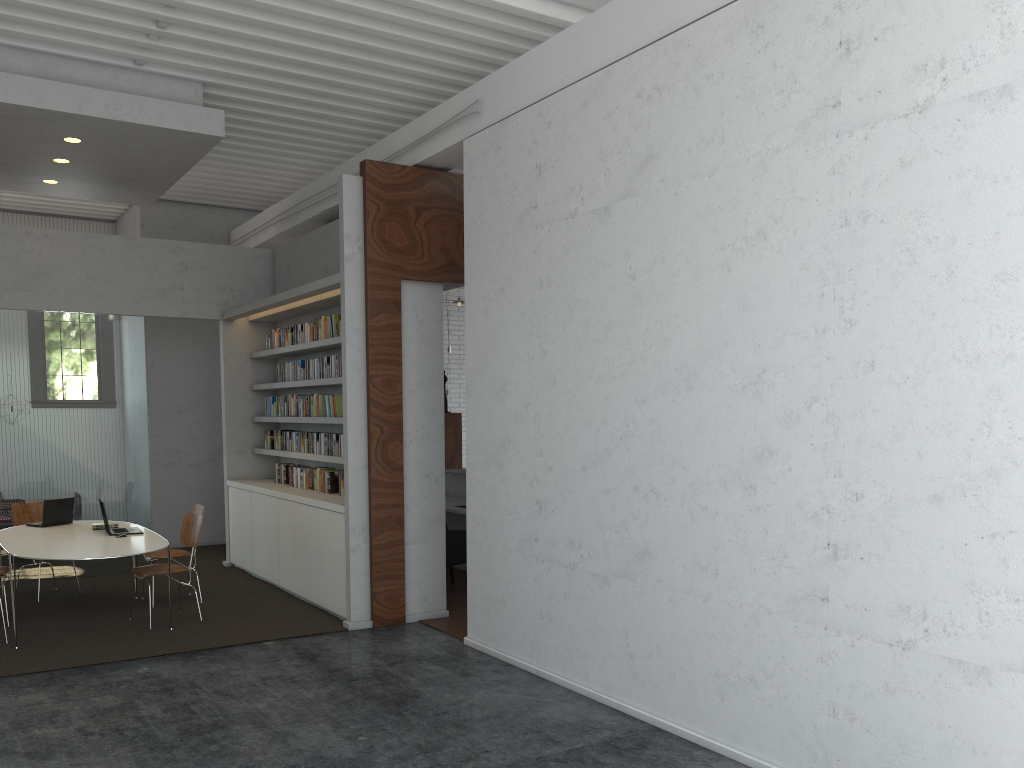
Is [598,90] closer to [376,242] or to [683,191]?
[683,191]
